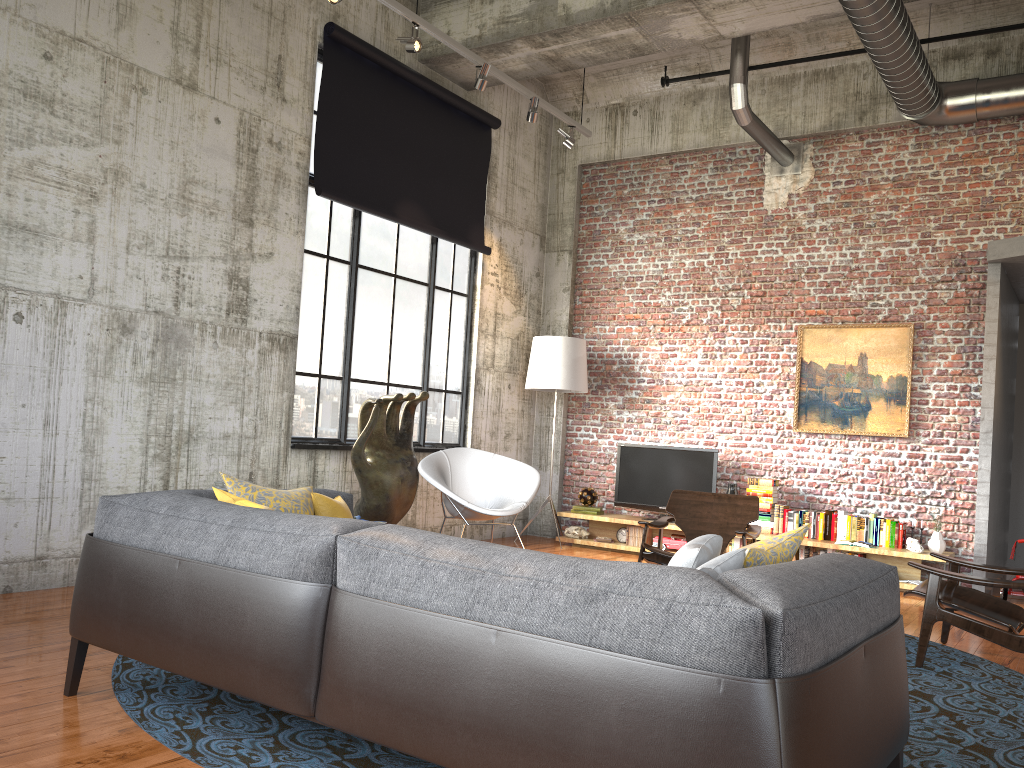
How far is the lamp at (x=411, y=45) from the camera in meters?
6.9 m

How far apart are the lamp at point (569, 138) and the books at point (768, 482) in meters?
3.8

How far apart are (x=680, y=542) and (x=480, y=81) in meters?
4.8

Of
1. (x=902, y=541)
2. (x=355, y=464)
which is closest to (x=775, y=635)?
(x=355, y=464)

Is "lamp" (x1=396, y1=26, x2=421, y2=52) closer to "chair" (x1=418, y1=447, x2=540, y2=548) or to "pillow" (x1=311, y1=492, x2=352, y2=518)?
"chair" (x1=418, y1=447, x2=540, y2=548)

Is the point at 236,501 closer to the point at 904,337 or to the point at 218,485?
the point at 218,485

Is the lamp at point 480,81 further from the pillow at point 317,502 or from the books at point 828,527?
the books at point 828,527

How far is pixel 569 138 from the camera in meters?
8.9

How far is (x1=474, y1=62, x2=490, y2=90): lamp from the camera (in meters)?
7.56

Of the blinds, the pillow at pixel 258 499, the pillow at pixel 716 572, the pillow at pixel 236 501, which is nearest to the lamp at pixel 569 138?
the blinds
